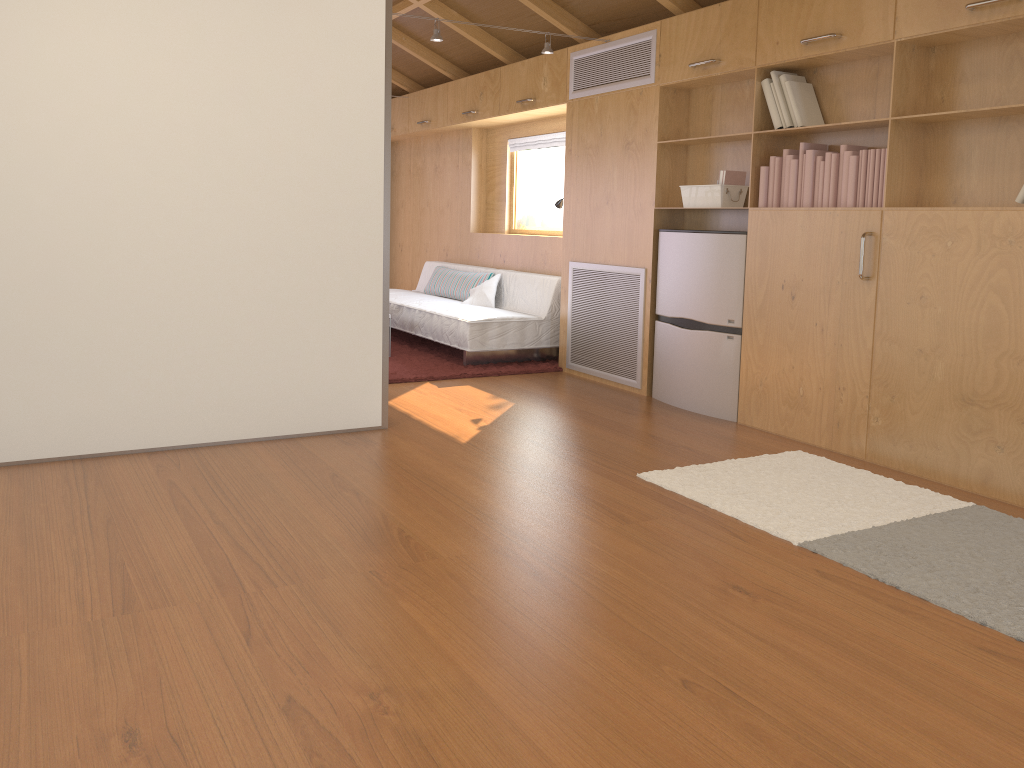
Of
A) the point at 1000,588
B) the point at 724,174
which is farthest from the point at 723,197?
the point at 1000,588

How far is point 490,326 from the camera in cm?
597

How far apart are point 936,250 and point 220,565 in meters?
2.9

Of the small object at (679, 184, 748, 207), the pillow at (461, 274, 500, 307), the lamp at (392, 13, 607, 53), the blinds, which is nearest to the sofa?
the pillow at (461, 274, 500, 307)

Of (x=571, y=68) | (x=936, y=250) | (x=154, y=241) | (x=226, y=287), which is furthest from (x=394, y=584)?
(x=571, y=68)

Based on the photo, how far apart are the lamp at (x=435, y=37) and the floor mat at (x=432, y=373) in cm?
198

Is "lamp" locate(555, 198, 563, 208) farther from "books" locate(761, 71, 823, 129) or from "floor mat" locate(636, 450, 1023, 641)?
"floor mat" locate(636, 450, 1023, 641)

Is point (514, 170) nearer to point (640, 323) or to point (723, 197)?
point (640, 323)

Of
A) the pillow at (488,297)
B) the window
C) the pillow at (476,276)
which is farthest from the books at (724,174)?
the window

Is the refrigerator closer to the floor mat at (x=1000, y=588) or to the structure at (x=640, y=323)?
the structure at (x=640, y=323)
